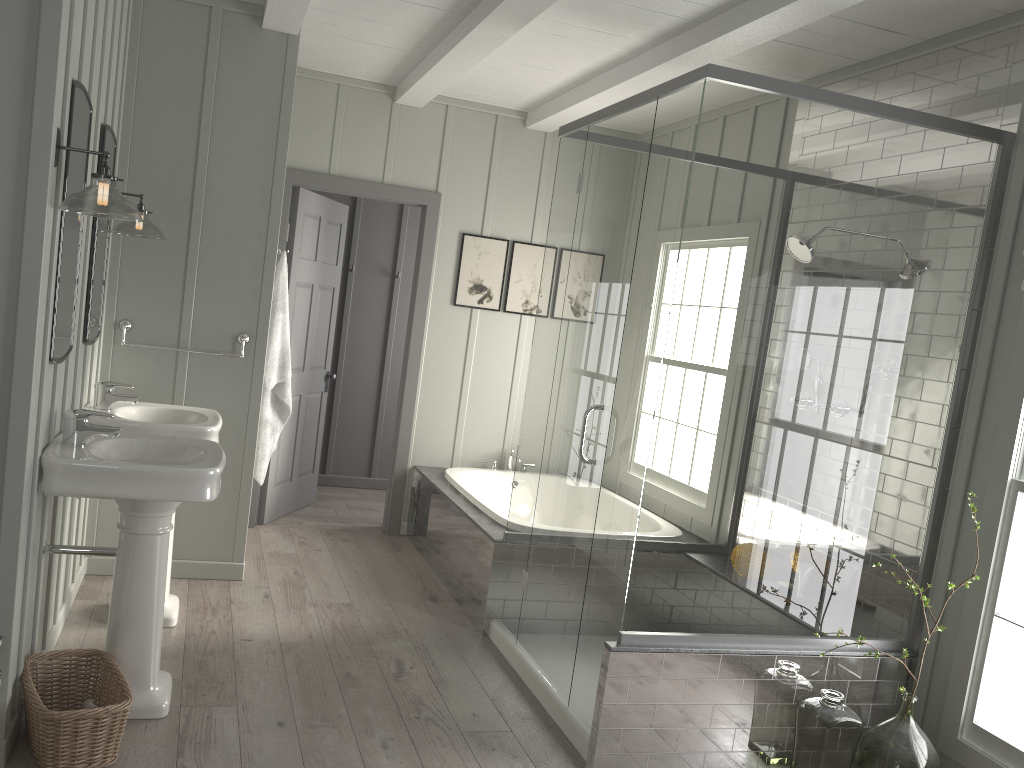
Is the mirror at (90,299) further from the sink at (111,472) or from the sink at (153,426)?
the sink at (111,472)

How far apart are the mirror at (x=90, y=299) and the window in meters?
3.3 m

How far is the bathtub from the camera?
4.6m

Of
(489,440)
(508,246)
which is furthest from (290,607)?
(508,246)

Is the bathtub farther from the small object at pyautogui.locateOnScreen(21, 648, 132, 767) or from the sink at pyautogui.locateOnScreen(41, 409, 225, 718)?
the small object at pyautogui.locateOnScreen(21, 648, 132, 767)

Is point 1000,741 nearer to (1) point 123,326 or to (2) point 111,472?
(2) point 111,472

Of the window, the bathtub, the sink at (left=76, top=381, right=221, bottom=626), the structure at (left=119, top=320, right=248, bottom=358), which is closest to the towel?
the structure at (left=119, top=320, right=248, bottom=358)

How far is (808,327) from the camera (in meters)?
3.08

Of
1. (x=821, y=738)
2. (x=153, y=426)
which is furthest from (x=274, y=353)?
(x=821, y=738)

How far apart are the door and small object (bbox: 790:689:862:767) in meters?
3.1 m
